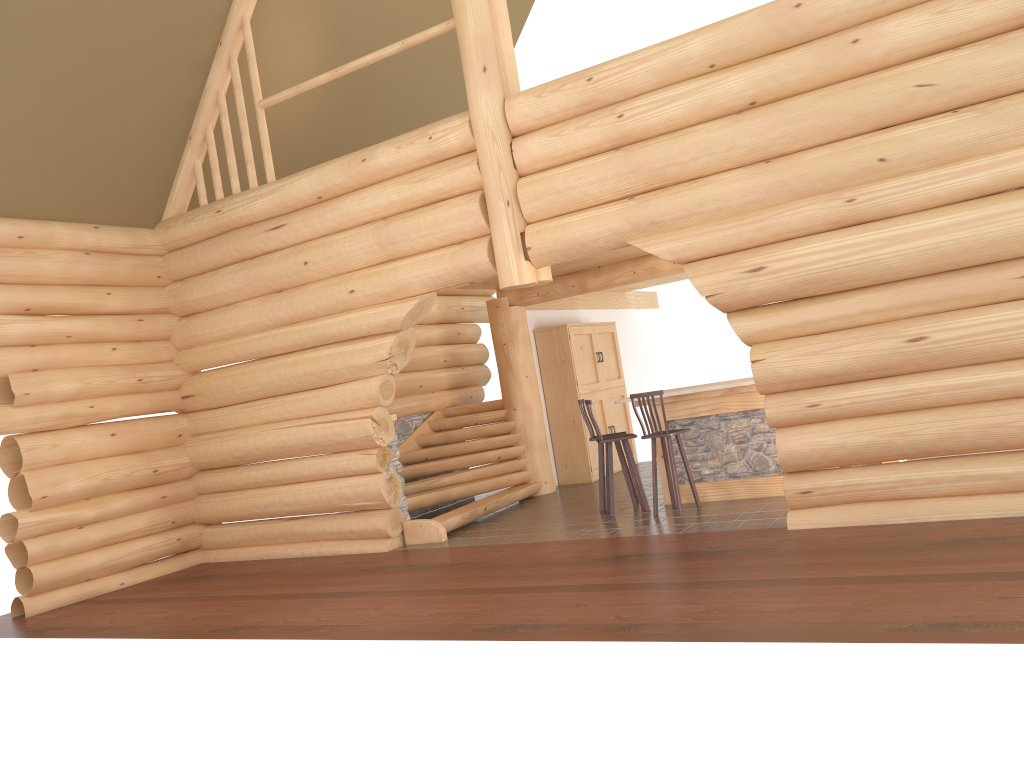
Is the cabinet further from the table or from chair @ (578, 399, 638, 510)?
the table

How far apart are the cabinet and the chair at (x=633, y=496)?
2.7 meters

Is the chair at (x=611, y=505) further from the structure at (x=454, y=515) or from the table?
the structure at (x=454, y=515)

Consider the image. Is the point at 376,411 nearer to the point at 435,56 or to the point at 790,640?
the point at 790,640

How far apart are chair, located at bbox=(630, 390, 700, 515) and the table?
0.3m

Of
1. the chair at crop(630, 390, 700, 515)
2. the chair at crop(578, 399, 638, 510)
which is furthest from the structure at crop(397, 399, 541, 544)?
the chair at crop(630, 390, 700, 515)

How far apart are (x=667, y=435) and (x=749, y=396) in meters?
1.0

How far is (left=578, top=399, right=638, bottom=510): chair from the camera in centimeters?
1031cm

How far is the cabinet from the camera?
13.3m

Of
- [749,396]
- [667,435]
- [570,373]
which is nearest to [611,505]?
[667,435]
